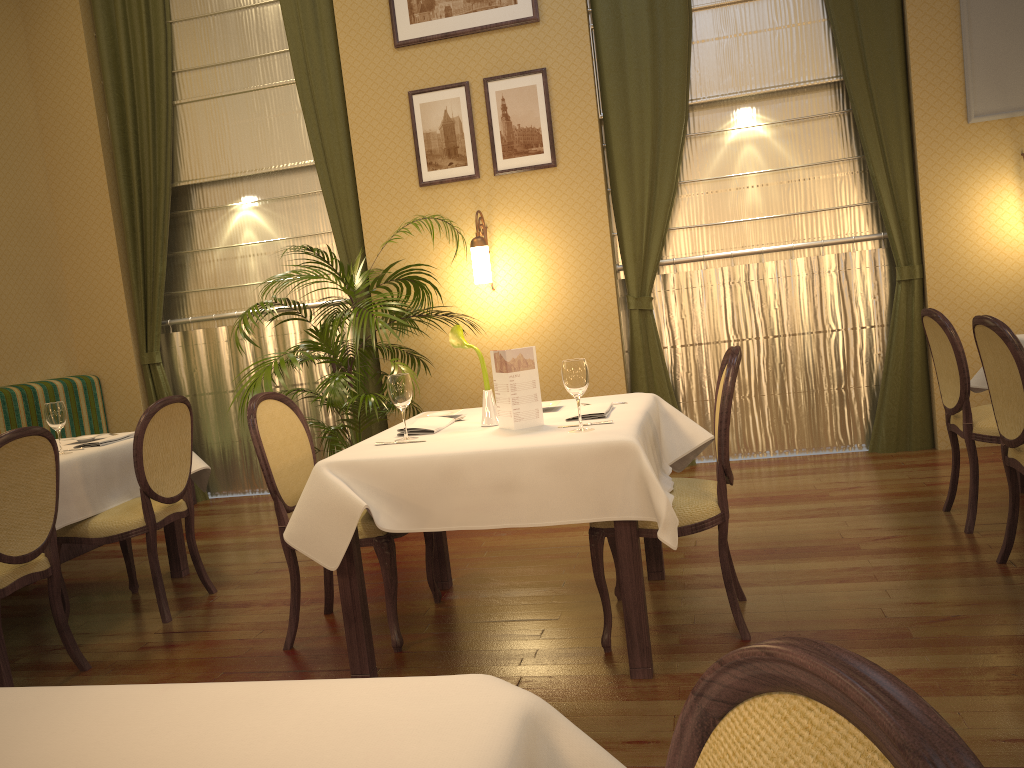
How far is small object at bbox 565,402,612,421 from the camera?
3.06m

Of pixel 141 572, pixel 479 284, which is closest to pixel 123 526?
pixel 141 572

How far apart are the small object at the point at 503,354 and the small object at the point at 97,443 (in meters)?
2.06

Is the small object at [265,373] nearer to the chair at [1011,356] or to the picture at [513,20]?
the picture at [513,20]

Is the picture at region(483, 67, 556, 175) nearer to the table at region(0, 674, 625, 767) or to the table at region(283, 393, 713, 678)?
the table at region(283, 393, 713, 678)

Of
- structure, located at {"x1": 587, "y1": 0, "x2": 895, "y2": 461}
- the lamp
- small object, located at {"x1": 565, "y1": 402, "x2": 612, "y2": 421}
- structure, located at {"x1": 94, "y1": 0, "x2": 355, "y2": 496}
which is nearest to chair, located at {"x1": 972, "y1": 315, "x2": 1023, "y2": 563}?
small object, located at {"x1": 565, "y1": 402, "x2": 612, "y2": 421}

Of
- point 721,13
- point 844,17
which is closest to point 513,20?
point 721,13

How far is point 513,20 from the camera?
5.59m

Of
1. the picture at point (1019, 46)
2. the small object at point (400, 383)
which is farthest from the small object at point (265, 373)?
the picture at point (1019, 46)

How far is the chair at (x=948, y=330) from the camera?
3.7m
